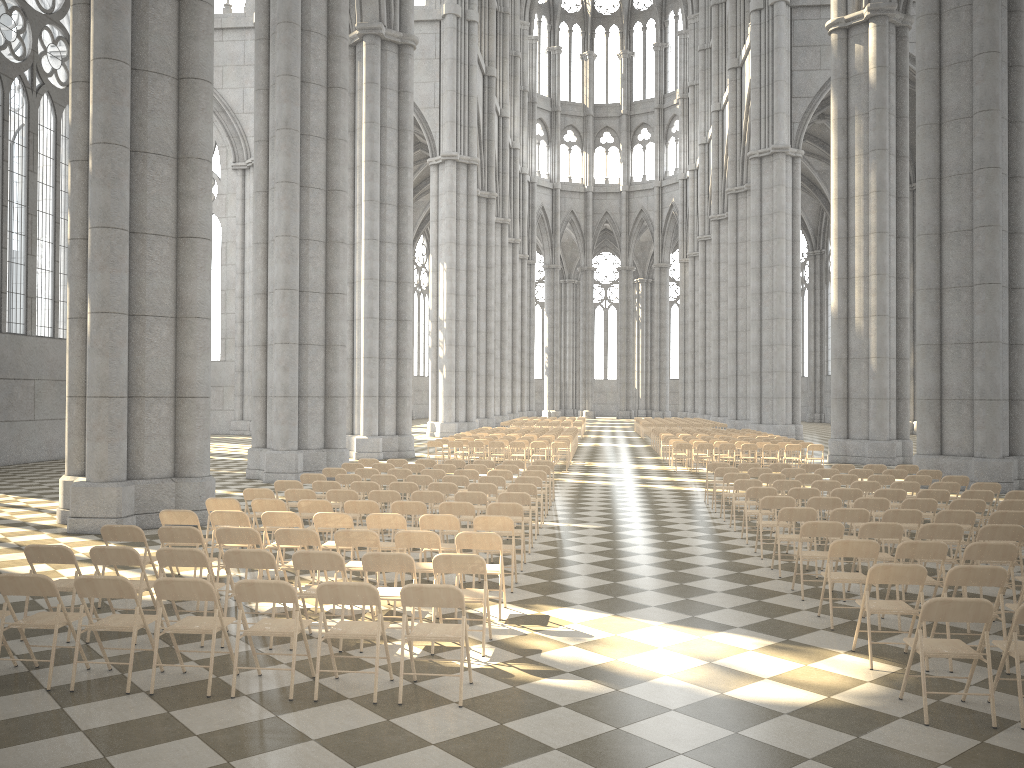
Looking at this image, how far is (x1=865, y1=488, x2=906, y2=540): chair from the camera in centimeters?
1233cm

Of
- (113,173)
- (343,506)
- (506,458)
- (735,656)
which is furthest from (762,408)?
(735,656)

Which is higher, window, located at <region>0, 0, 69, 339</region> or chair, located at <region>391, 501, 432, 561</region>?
window, located at <region>0, 0, 69, 339</region>

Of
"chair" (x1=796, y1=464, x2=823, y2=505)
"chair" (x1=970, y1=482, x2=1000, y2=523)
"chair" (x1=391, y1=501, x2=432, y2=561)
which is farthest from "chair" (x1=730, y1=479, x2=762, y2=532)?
"chair" (x1=391, y1=501, x2=432, y2=561)

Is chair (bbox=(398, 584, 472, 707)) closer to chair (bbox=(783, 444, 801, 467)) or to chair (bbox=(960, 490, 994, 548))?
chair (bbox=(960, 490, 994, 548))

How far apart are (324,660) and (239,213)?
42.6 meters

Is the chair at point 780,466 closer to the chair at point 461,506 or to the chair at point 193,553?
the chair at point 461,506

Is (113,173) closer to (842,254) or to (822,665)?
(822,665)

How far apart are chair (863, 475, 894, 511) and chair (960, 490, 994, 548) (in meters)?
2.31

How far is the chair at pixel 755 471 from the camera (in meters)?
15.91
